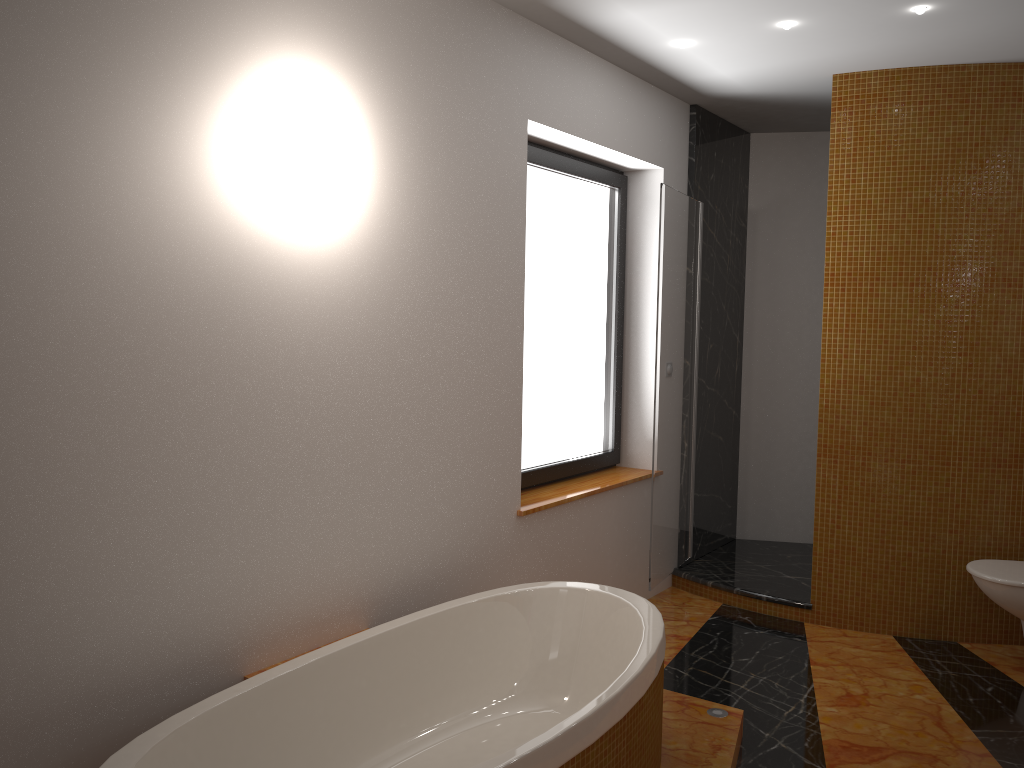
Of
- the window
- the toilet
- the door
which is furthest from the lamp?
the toilet

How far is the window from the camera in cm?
381

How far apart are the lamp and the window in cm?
74

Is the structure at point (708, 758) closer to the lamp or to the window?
the window

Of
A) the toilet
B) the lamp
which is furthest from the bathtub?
the lamp

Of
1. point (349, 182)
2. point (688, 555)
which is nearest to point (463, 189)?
point (349, 182)

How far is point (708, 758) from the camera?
2.6m

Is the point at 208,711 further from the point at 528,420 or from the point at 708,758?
the point at 528,420

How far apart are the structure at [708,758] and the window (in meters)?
1.12

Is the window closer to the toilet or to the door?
the door
